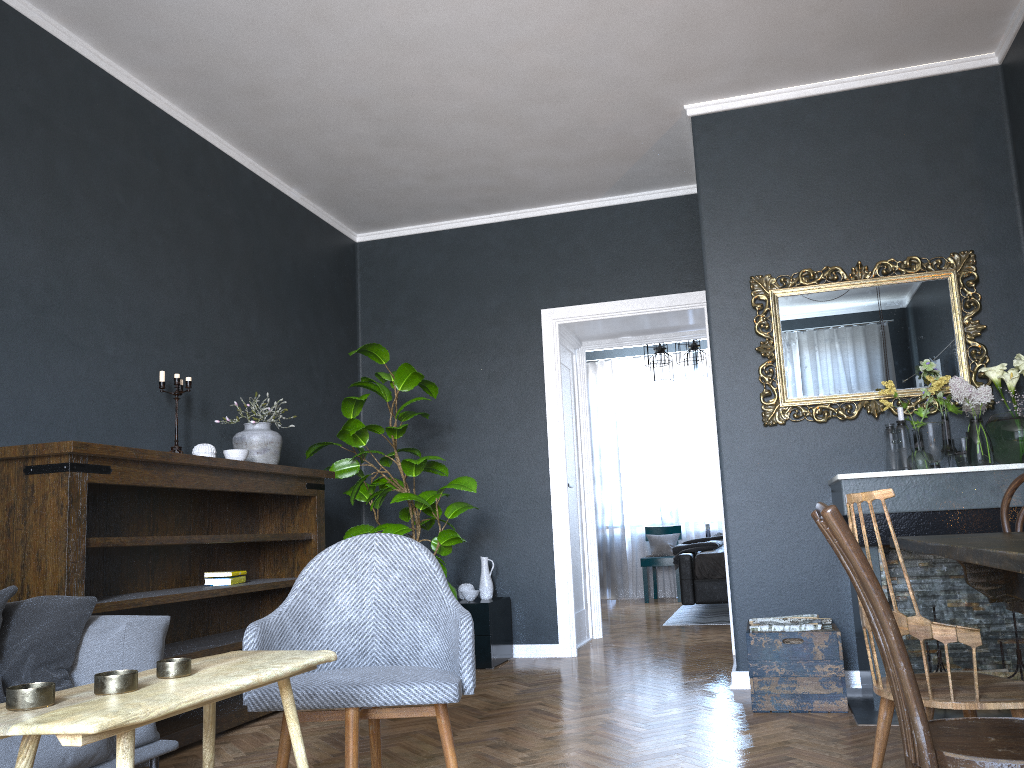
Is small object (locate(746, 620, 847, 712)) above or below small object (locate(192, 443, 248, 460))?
below

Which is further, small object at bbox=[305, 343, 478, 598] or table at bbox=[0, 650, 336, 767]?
small object at bbox=[305, 343, 478, 598]

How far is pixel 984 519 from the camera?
3.6m

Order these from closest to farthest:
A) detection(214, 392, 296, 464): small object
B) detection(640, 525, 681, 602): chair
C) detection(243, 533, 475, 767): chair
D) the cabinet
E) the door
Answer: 1. detection(243, 533, 475, 767): chair
2. detection(214, 392, 296, 464): small object
3. the cabinet
4. the door
5. detection(640, 525, 681, 602): chair

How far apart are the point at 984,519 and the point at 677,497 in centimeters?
649cm

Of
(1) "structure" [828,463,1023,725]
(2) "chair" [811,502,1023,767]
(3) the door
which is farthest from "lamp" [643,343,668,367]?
(2) "chair" [811,502,1023,767]

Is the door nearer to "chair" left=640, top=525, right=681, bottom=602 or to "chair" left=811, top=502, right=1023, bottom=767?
"chair" left=640, top=525, right=681, bottom=602

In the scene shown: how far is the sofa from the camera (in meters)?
2.18

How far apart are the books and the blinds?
6.4 meters

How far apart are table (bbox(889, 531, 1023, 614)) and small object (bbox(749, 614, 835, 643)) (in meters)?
1.51
